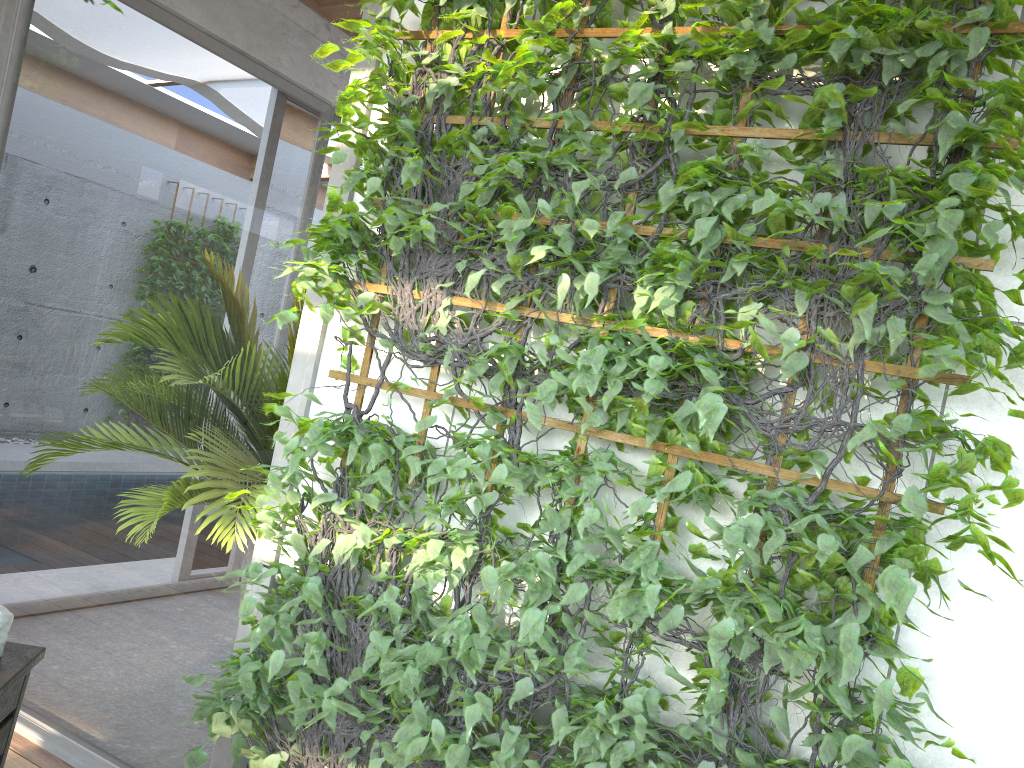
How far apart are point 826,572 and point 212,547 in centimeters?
172cm

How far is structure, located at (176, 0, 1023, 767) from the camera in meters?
1.6 m

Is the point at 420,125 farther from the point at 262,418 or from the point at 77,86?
the point at 77,86

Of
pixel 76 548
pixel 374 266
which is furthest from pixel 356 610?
pixel 76 548

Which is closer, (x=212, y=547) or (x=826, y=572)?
(x=826, y=572)

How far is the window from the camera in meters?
2.5 m

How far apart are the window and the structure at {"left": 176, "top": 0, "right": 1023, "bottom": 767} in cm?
12

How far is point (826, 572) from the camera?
1.6m

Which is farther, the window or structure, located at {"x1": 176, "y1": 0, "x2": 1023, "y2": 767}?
the window

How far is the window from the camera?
2.5 meters
